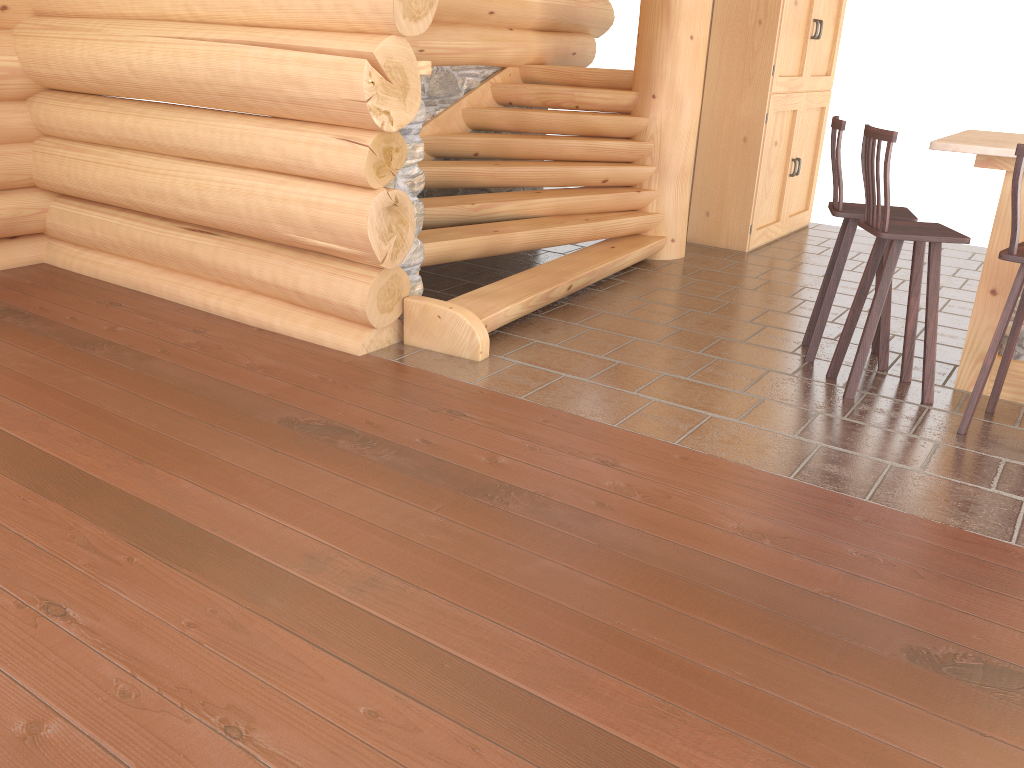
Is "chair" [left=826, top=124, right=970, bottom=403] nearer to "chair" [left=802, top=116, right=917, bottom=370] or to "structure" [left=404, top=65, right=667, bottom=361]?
"chair" [left=802, top=116, right=917, bottom=370]

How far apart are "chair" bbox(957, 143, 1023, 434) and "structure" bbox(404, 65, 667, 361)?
2.4m

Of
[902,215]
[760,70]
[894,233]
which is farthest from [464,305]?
[760,70]

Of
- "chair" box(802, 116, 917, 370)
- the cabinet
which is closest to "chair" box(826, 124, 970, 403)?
"chair" box(802, 116, 917, 370)

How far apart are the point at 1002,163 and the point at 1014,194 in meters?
0.6

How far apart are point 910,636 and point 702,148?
5.80m

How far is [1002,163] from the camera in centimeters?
429cm

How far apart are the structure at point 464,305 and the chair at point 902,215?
1.5m

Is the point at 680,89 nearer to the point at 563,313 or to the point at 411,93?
the point at 563,313

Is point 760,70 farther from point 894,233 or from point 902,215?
point 894,233
